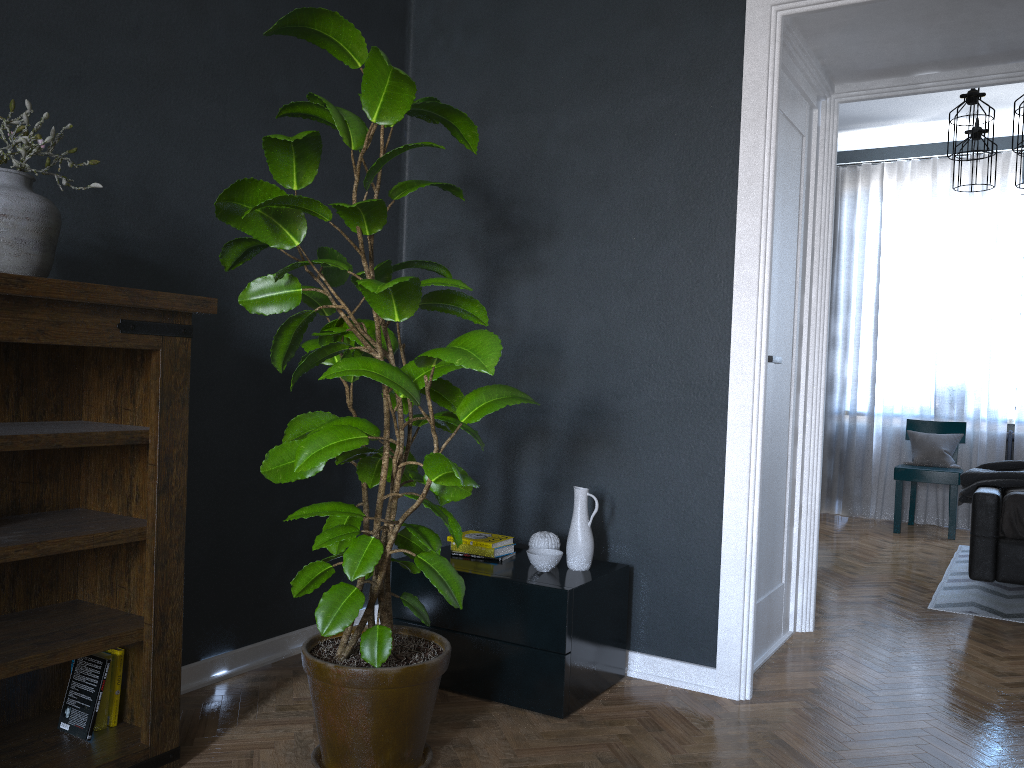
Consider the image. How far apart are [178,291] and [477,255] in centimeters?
115cm

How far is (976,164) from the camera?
5.0m

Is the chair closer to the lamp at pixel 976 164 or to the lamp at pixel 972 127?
the lamp at pixel 976 164

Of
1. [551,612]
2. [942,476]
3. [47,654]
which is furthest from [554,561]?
[942,476]

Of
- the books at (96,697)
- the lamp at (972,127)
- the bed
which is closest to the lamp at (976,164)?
the lamp at (972,127)

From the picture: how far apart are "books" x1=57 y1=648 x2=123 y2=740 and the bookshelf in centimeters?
1cm

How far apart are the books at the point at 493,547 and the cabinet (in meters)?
0.03

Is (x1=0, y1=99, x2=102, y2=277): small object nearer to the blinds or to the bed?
the bed

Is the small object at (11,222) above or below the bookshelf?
above

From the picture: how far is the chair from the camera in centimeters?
609cm
